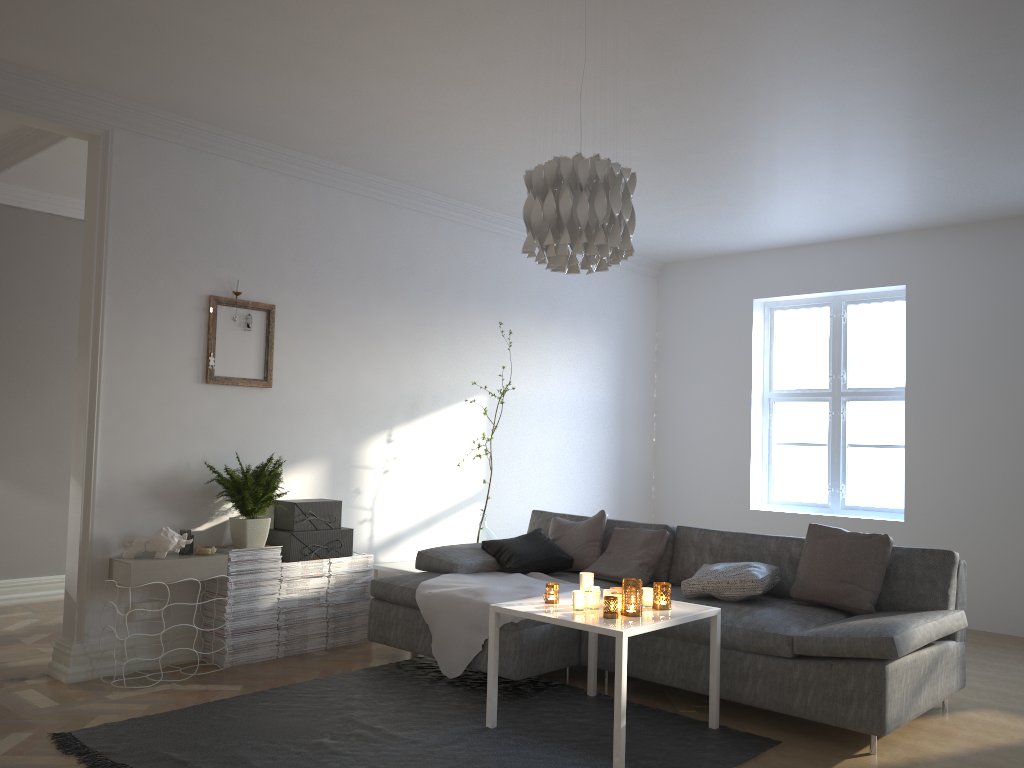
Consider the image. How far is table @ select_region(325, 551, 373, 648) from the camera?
4.9 meters

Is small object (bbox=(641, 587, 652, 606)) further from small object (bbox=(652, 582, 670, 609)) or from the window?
the window

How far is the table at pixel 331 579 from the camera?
4.9m

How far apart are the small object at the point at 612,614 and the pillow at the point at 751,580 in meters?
0.9 m

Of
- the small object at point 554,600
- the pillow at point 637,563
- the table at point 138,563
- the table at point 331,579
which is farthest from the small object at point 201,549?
the pillow at point 637,563

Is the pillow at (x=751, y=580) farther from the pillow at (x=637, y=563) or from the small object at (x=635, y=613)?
the small object at (x=635, y=613)

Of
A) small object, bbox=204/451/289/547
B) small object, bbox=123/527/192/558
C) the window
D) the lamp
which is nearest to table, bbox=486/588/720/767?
the lamp

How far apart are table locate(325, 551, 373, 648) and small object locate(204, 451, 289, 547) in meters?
0.5 m

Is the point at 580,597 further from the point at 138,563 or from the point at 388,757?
the point at 138,563

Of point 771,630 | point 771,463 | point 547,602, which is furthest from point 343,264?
point 771,463
